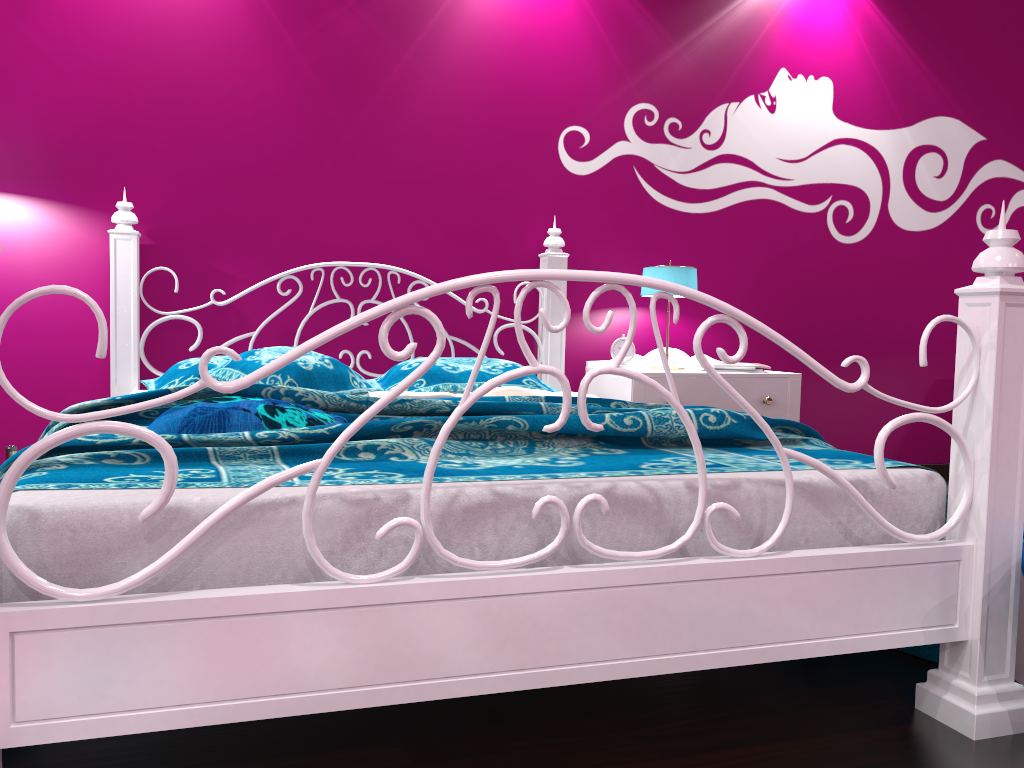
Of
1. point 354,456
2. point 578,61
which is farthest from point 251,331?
point 354,456

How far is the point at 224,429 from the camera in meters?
1.7

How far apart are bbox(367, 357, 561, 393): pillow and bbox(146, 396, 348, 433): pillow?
0.99m

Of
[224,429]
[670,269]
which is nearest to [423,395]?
[224,429]

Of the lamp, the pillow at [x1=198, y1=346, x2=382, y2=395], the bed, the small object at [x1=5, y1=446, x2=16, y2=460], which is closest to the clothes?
the bed

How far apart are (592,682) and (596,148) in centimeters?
255cm

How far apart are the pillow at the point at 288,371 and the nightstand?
1.0 meters

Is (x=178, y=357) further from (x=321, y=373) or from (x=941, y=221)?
(x=941, y=221)

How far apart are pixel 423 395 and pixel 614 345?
1.3m

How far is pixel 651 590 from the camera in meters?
1.4
